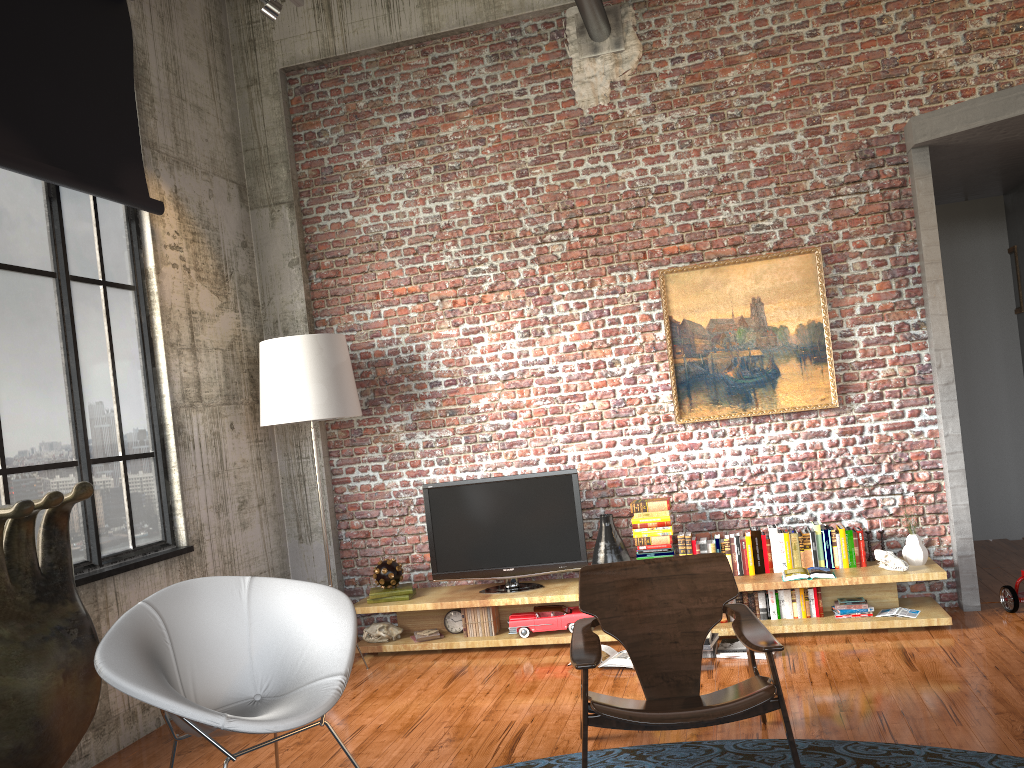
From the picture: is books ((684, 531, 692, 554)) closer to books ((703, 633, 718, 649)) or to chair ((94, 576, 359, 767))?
books ((703, 633, 718, 649))

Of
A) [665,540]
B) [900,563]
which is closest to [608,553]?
[665,540]

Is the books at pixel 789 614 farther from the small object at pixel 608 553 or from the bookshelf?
the small object at pixel 608 553

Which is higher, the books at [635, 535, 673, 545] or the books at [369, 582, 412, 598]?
the books at [635, 535, 673, 545]

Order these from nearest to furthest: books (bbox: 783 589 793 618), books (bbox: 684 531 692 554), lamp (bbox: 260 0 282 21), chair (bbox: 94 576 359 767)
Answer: chair (bbox: 94 576 359 767), lamp (bbox: 260 0 282 21), books (bbox: 783 589 793 618), books (bbox: 684 531 692 554)

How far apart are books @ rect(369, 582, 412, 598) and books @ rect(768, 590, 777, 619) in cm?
243

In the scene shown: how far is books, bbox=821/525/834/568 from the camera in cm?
561

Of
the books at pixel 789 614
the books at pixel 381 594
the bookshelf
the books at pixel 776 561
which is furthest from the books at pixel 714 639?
the books at pixel 381 594

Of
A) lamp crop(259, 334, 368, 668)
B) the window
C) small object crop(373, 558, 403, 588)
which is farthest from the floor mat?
lamp crop(259, 334, 368, 668)

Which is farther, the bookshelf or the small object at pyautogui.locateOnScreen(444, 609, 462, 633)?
the small object at pyautogui.locateOnScreen(444, 609, 462, 633)
